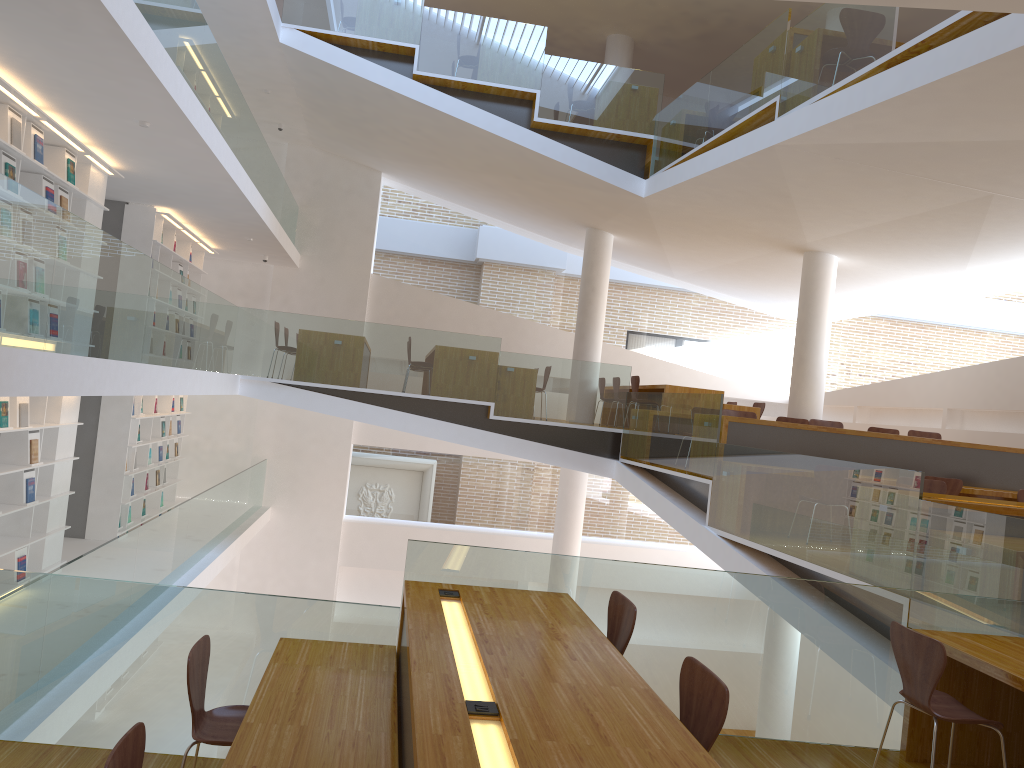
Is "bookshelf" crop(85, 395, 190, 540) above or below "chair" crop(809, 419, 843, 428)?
below

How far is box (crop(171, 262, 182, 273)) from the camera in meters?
11.9

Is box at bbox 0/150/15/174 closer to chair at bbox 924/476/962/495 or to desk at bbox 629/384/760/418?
desk at bbox 629/384/760/418

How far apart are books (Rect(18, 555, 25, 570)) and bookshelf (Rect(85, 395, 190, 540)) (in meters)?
2.68

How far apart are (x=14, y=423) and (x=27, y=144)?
2.18m

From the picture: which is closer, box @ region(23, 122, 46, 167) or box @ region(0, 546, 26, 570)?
box @ region(23, 122, 46, 167)

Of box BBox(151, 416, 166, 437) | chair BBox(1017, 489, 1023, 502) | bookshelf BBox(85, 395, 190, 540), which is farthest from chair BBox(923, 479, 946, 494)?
box BBox(151, 416, 166, 437)

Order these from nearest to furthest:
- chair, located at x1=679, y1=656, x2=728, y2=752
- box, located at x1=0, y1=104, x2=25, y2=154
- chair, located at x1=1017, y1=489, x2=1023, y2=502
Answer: chair, located at x1=679, y1=656, x2=728, y2=752
box, located at x1=0, y1=104, x2=25, y2=154
chair, located at x1=1017, y1=489, x2=1023, y2=502

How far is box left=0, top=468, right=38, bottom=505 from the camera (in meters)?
7.34

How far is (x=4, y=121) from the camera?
6.4 meters
